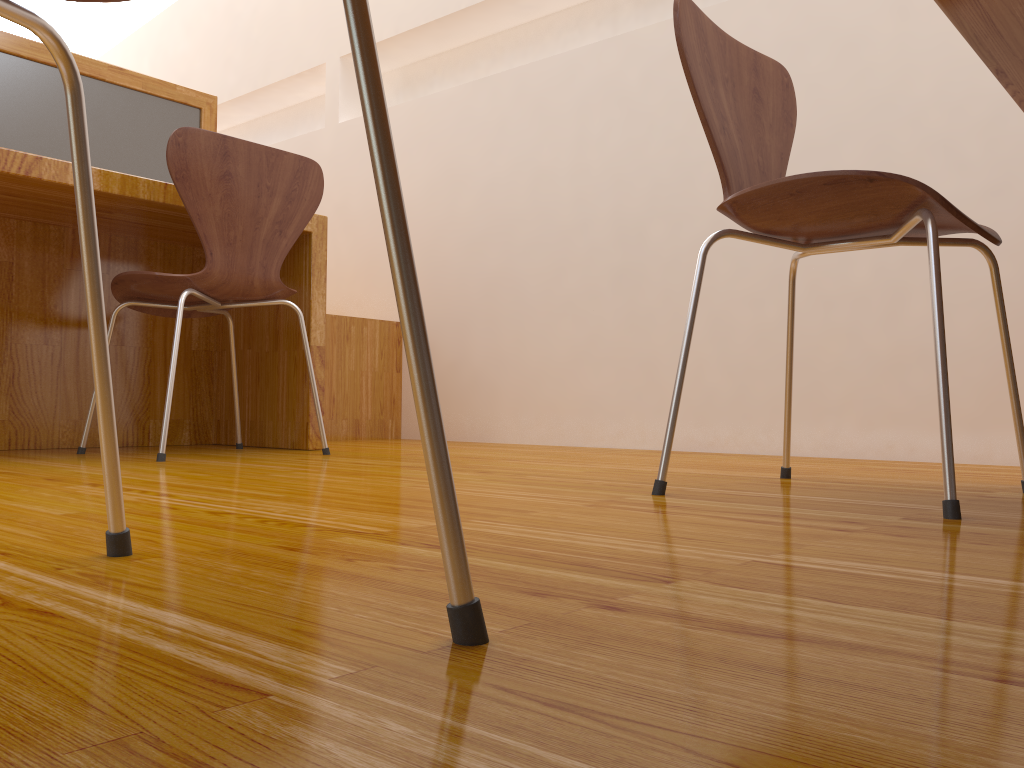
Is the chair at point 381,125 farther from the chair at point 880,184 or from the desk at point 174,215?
the desk at point 174,215

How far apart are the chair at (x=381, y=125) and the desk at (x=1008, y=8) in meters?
0.8

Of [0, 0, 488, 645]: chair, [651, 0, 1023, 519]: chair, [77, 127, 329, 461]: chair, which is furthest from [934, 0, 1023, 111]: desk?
[77, 127, 329, 461]: chair

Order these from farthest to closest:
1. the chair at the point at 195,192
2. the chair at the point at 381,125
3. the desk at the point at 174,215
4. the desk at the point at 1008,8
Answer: the desk at the point at 174,215 → the chair at the point at 195,192 → the desk at the point at 1008,8 → the chair at the point at 381,125

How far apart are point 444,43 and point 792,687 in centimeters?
327cm

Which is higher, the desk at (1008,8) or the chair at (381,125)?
the desk at (1008,8)

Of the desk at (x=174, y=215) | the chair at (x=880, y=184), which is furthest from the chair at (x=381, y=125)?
the desk at (x=174, y=215)

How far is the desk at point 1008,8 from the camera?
0.98m

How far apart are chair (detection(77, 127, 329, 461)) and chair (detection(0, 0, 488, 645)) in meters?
1.2 m

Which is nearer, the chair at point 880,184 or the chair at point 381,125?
the chair at point 381,125
